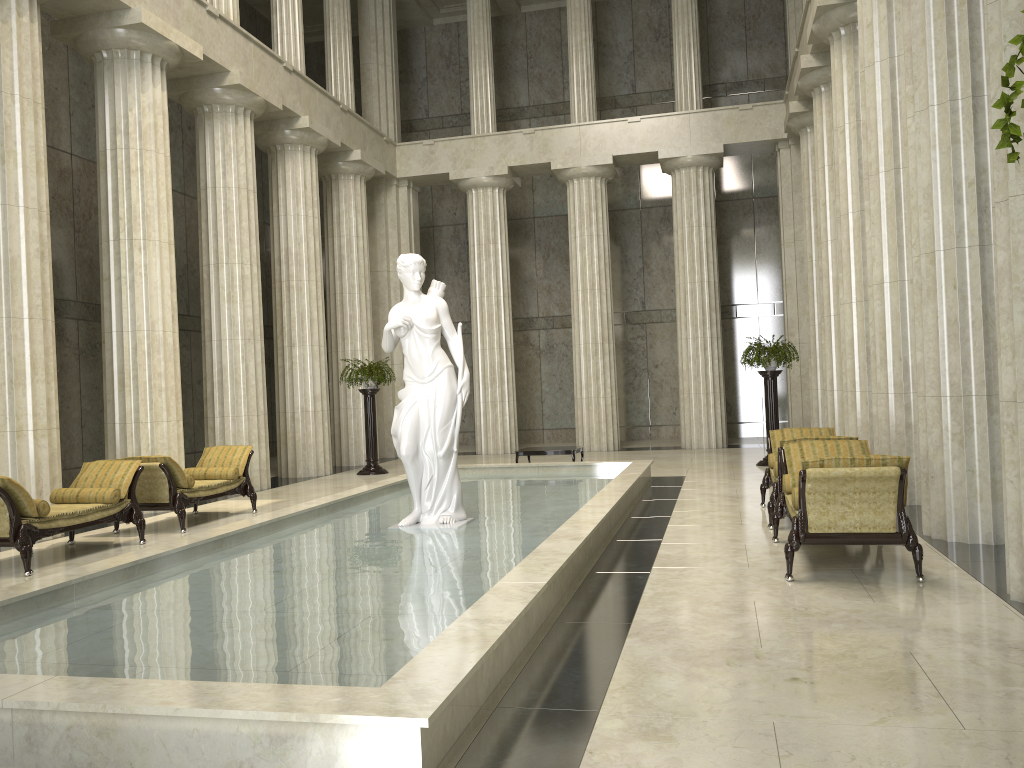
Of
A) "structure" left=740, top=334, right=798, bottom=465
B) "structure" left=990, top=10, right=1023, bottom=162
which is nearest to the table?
"structure" left=740, top=334, right=798, bottom=465

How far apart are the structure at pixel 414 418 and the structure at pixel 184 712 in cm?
11

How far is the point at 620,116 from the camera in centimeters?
2564cm

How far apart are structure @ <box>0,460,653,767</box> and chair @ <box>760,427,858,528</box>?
1.6m

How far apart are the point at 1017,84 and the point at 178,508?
10.64m

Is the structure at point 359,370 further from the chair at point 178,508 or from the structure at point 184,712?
the chair at point 178,508

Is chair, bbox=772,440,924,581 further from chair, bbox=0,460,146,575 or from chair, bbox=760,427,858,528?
chair, bbox=0,460,146,575

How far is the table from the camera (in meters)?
15.30

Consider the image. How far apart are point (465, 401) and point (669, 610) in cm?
385

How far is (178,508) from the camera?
10.7m
